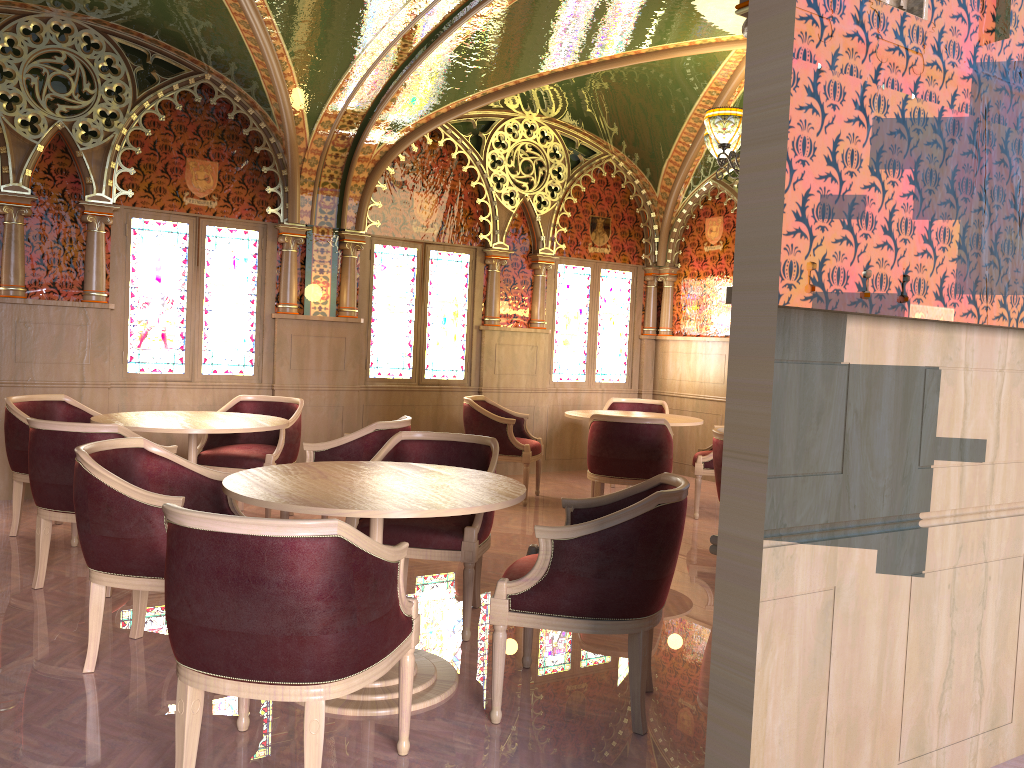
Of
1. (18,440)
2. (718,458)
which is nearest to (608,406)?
(718,458)

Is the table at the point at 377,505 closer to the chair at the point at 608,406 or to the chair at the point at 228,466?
the chair at the point at 228,466

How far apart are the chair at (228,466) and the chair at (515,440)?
1.5 meters

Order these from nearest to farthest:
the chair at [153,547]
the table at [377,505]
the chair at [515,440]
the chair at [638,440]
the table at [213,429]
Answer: the table at [377,505], the chair at [153,547], the table at [213,429], the chair at [638,440], the chair at [515,440]

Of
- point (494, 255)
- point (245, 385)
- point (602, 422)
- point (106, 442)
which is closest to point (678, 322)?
point (494, 255)

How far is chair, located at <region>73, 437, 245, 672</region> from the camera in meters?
3.2

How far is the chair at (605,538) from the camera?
2.99m

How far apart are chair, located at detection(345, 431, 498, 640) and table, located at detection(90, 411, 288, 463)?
1.1m

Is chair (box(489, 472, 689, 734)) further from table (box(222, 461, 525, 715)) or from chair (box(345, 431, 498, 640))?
chair (box(345, 431, 498, 640))

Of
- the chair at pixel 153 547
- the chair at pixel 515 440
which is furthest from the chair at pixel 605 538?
the chair at pixel 515 440
